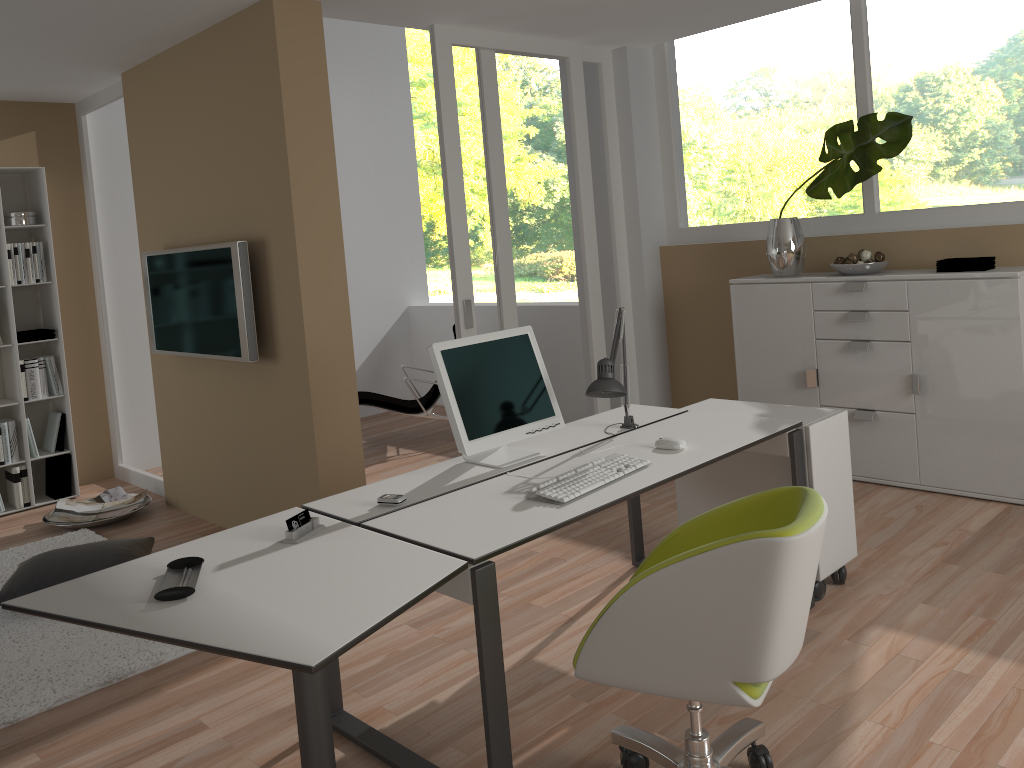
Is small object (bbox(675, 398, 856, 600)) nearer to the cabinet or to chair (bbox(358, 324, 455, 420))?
the cabinet

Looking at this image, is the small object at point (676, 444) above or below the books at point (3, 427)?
above

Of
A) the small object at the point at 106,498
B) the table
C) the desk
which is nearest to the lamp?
the desk

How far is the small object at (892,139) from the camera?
4.41m

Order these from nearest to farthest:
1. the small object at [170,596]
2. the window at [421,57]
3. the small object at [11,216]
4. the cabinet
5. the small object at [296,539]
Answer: the small object at [170,596] → the small object at [296,539] → the cabinet → the small object at [11,216] → the window at [421,57]

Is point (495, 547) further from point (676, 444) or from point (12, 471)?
point (12, 471)

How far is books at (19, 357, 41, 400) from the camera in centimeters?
558cm

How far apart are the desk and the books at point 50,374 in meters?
3.8 m

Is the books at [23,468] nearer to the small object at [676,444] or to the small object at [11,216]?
the small object at [11,216]

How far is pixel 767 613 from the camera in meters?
1.9 m
